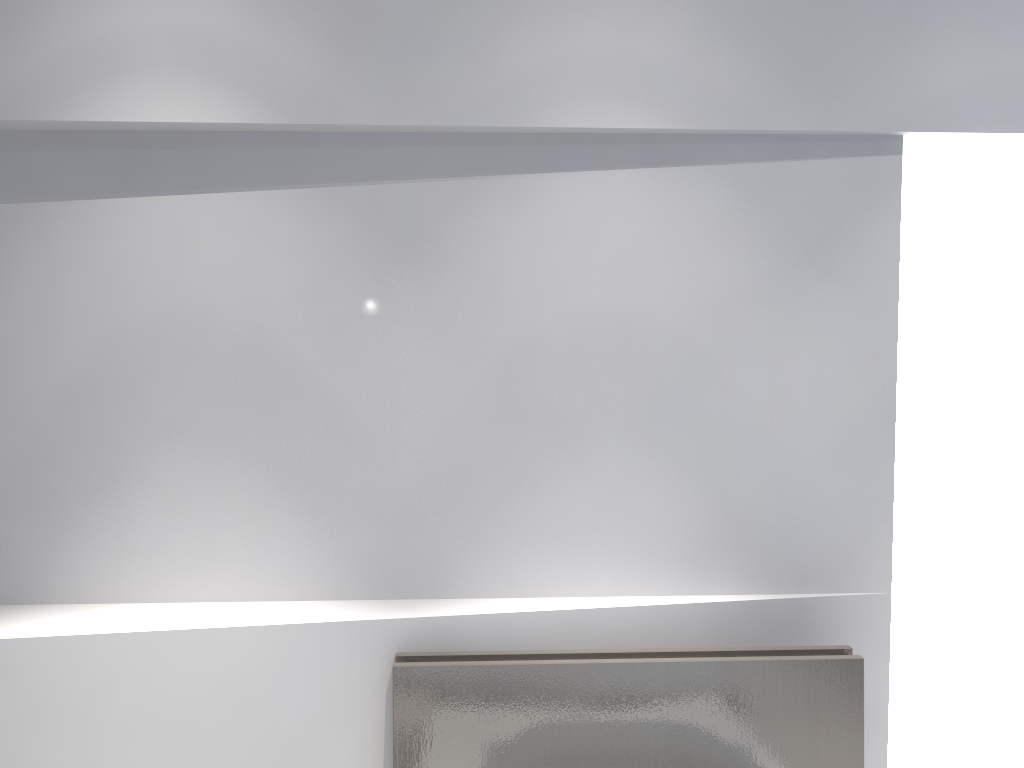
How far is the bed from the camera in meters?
1.9

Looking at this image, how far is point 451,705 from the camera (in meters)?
1.91

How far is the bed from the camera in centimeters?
191cm
